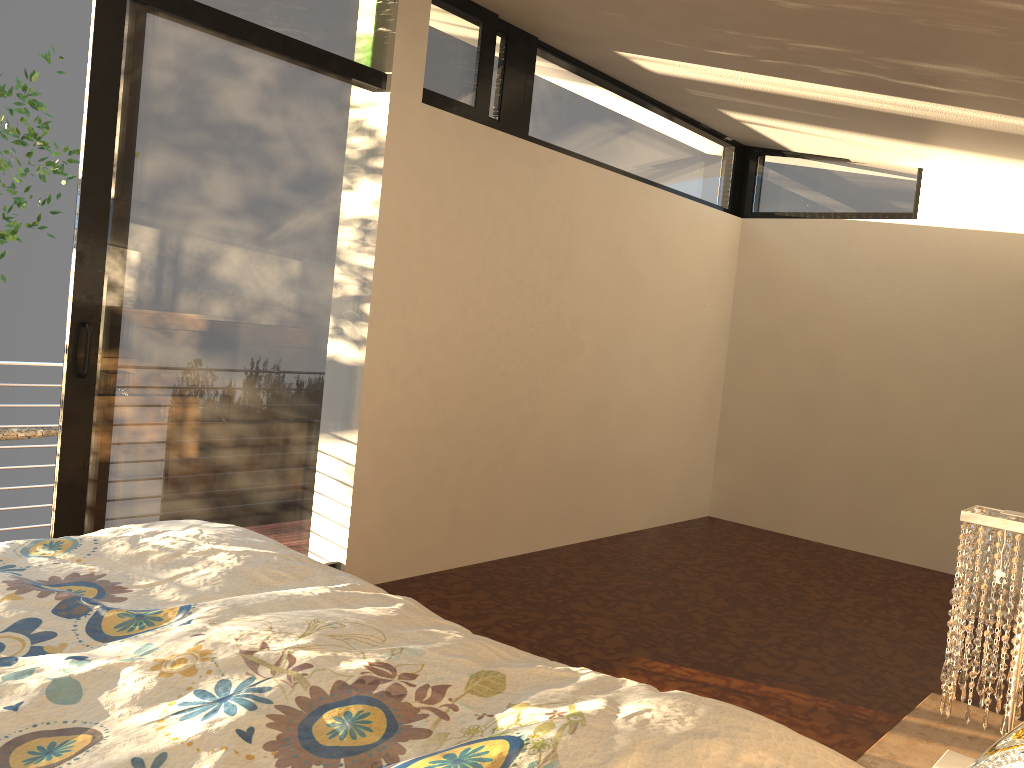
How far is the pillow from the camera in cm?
73

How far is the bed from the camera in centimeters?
104cm

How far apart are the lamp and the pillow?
0.9 meters

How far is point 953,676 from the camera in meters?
1.7 m

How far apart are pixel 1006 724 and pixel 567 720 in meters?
1.0

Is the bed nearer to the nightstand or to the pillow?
the pillow

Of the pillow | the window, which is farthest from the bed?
the window

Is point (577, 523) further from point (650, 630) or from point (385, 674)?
point (385, 674)

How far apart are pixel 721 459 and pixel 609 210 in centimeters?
201cm

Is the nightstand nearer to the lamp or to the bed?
the lamp
